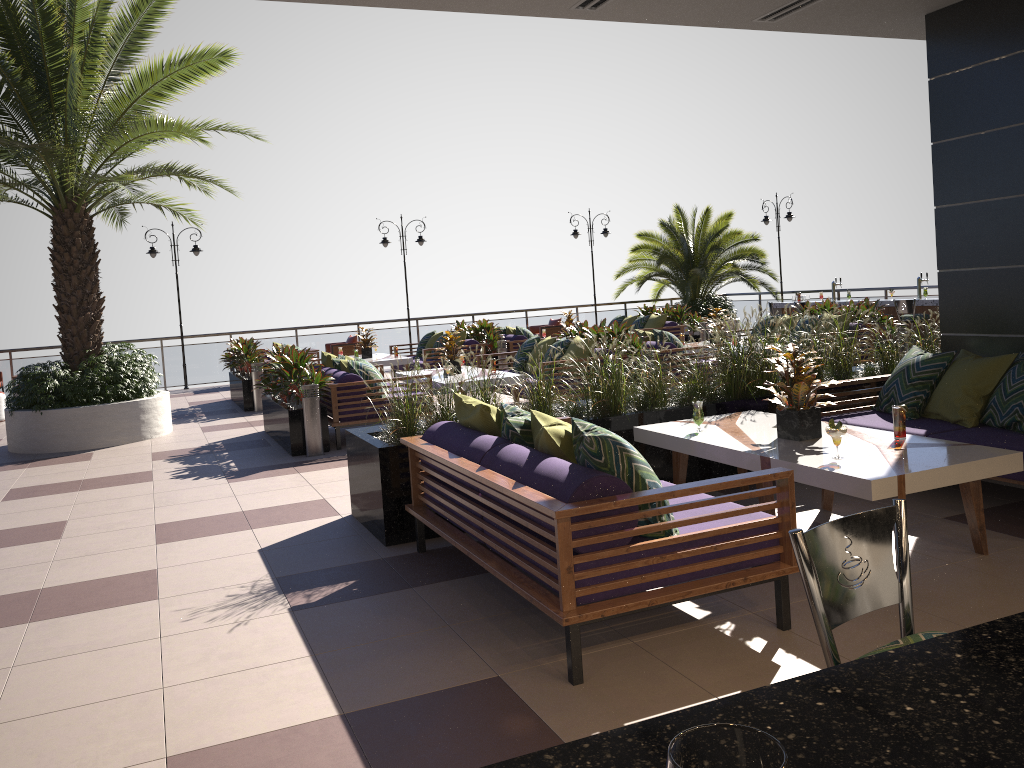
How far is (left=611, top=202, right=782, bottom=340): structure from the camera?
→ 19.1m

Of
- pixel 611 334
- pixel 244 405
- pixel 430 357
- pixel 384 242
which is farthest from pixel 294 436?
pixel 384 242

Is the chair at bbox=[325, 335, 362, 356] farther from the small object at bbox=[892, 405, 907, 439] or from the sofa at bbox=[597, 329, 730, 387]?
the small object at bbox=[892, 405, 907, 439]

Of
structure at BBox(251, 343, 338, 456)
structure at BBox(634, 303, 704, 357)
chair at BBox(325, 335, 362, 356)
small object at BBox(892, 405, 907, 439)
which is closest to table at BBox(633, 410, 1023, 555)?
small object at BBox(892, 405, 907, 439)

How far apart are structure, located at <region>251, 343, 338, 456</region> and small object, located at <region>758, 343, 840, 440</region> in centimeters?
513cm

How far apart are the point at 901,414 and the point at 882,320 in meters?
7.8 m

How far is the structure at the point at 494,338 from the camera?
14.5m

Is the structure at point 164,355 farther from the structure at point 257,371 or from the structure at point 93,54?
the structure at point 93,54

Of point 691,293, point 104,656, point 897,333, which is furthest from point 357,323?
point 104,656

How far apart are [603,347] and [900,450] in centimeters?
227cm
